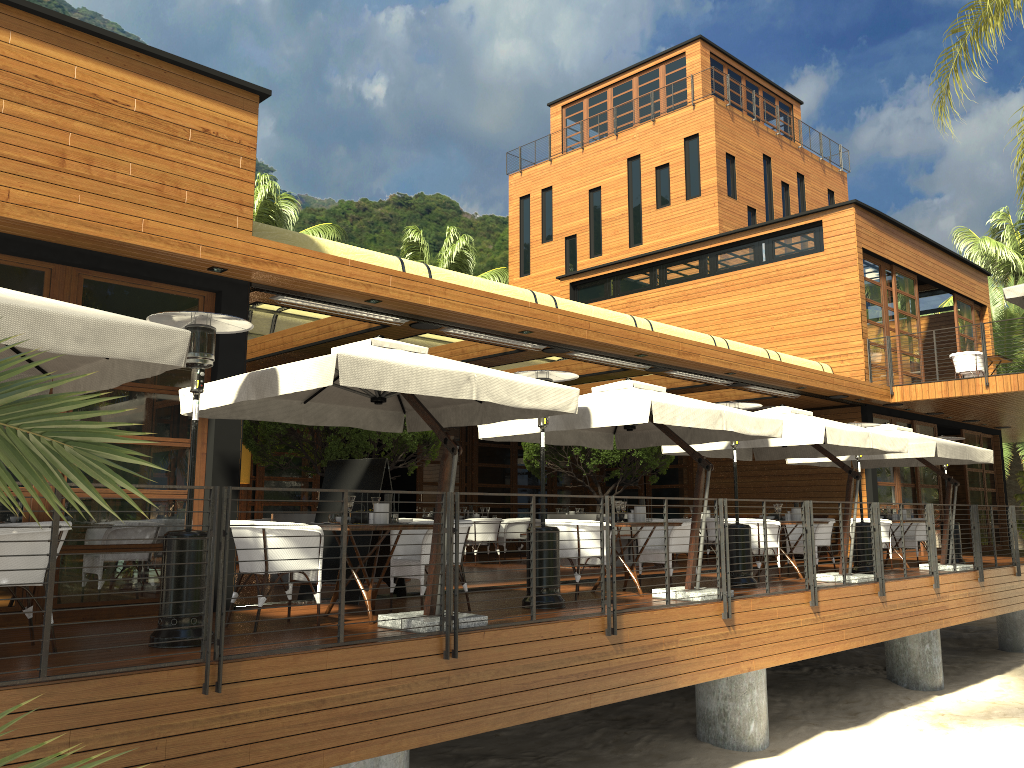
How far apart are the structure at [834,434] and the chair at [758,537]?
0.76m

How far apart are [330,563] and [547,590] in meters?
2.2

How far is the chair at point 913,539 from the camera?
14.5m

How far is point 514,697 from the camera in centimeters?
664cm

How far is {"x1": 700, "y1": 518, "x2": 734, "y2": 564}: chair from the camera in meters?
15.2 m

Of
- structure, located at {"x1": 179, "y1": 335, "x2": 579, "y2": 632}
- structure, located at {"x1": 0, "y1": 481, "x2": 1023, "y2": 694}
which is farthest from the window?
structure, located at {"x1": 0, "y1": 481, "x2": 1023, "y2": 694}

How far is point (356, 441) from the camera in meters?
10.7 m

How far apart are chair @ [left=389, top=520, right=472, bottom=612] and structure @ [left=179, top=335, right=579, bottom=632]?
0.8m

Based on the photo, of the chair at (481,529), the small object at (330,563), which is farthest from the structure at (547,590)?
the chair at (481,529)

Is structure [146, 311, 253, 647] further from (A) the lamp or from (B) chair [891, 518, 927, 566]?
(B) chair [891, 518, 927, 566]
